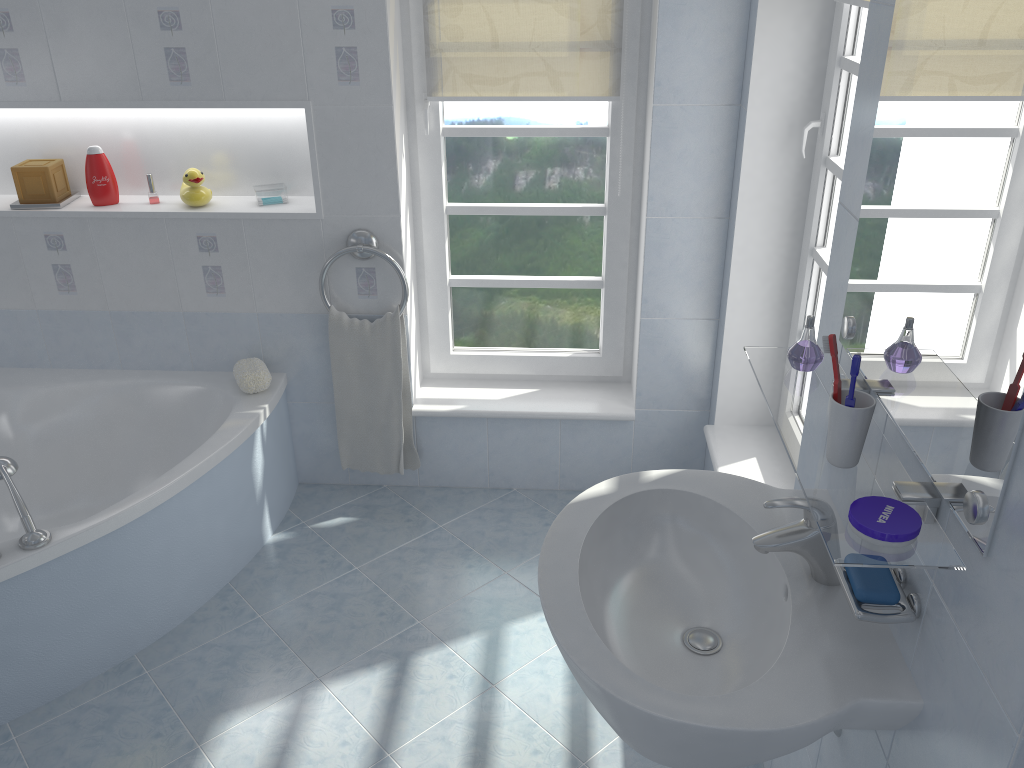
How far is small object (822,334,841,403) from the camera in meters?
1.2 m

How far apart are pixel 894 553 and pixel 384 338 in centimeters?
206cm

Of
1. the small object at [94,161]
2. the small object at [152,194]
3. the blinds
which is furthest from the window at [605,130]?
the small object at [94,161]

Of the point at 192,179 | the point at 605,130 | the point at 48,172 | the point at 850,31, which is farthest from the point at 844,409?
the point at 48,172

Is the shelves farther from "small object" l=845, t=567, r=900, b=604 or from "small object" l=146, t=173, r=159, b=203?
"small object" l=146, t=173, r=159, b=203

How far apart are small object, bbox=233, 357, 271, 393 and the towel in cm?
21

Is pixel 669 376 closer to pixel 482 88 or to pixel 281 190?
pixel 482 88

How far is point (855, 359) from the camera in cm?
112

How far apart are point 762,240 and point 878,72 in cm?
123

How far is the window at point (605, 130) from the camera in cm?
280
